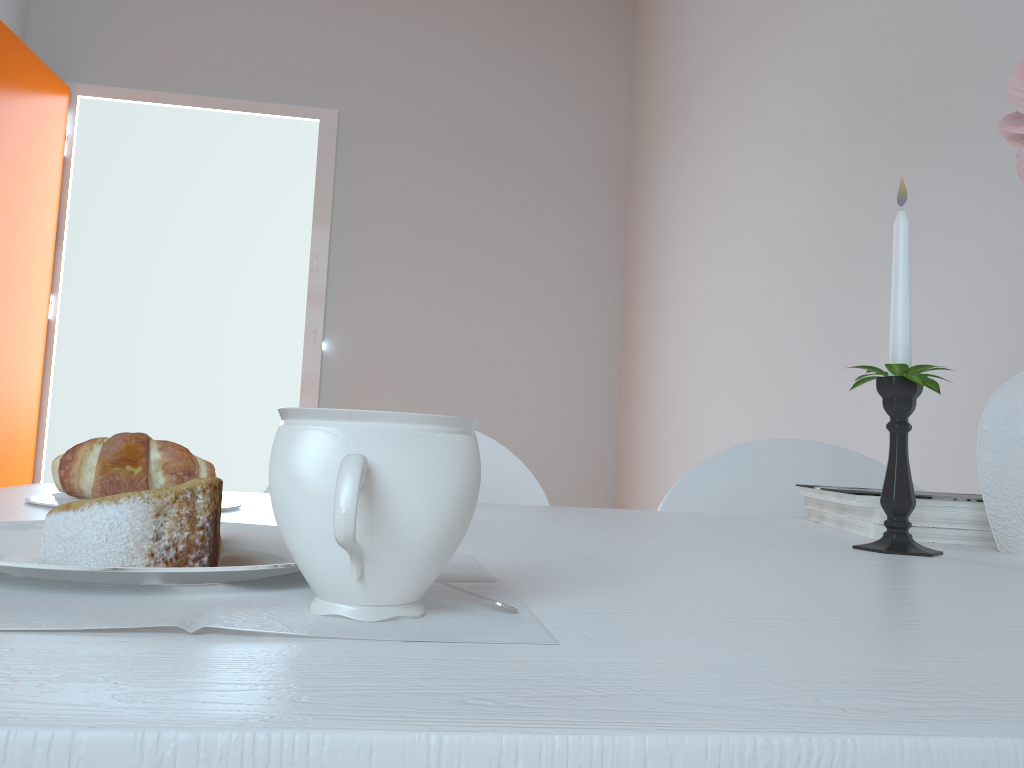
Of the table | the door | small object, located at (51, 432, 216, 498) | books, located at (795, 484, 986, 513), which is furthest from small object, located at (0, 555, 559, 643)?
the door

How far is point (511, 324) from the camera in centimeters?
333cm

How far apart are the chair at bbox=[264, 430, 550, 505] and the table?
0.1m

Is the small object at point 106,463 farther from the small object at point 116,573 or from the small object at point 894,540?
the small object at point 894,540

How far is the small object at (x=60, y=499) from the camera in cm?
71

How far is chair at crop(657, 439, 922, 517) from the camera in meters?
1.2

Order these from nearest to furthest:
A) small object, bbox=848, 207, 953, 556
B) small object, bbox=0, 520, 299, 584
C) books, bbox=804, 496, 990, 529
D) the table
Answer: the table → small object, bbox=0, 520, 299, 584 → small object, bbox=848, 207, 953, 556 → books, bbox=804, 496, 990, 529

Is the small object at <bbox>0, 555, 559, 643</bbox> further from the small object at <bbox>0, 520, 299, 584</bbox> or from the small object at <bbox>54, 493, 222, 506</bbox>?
the small object at <bbox>54, 493, 222, 506</bbox>

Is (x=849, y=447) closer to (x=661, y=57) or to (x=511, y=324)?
(x=511, y=324)

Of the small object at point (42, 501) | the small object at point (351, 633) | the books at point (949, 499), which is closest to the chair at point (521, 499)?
the books at point (949, 499)
